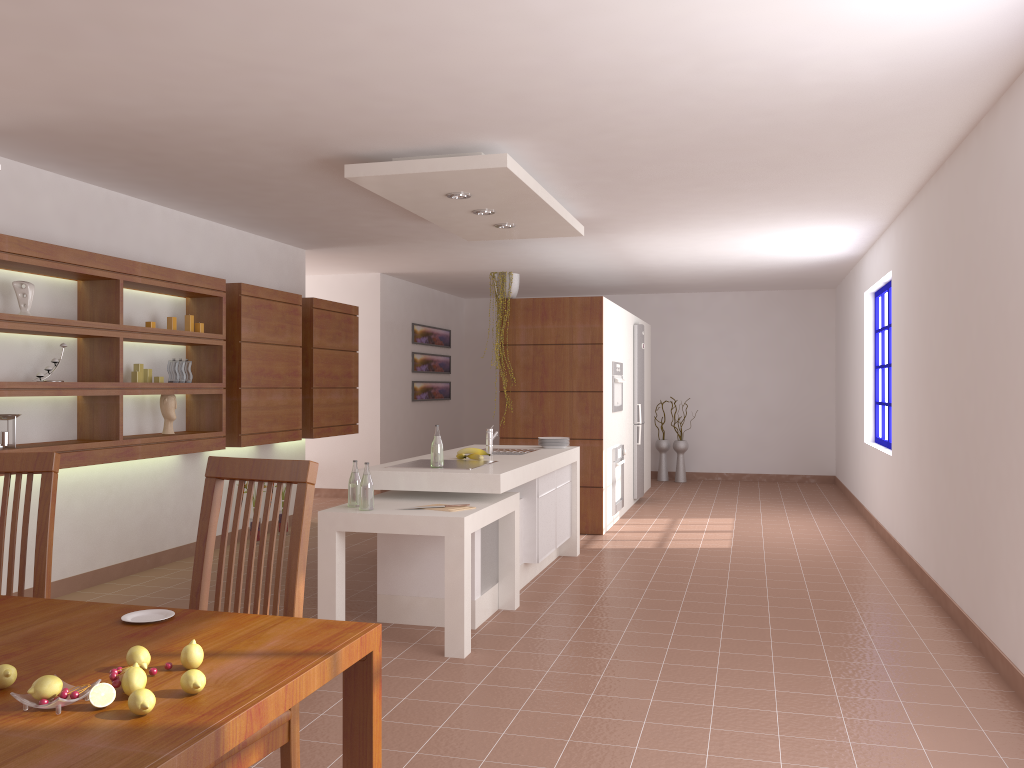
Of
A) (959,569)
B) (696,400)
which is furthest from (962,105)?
(696,400)

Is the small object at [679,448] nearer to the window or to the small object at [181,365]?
the window

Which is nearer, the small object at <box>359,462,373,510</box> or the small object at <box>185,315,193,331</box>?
the small object at <box>359,462,373,510</box>

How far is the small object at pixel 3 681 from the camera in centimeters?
146cm

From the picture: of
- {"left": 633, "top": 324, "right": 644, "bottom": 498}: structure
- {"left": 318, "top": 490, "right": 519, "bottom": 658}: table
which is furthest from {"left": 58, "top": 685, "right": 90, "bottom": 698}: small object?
{"left": 633, "top": 324, "right": 644, "bottom": 498}: structure

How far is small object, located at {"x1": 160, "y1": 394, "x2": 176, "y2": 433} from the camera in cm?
584

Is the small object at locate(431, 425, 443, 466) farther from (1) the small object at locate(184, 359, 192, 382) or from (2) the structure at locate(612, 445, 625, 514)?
(2) the structure at locate(612, 445, 625, 514)

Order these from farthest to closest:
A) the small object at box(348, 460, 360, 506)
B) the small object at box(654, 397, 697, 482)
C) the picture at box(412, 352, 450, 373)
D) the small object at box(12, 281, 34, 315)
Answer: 1. the small object at box(654, 397, 697, 482)
2. the picture at box(412, 352, 450, 373)
3. the small object at box(12, 281, 34, 315)
4. the small object at box(348, 460, 360, 506)

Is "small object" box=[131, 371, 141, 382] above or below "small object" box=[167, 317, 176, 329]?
below

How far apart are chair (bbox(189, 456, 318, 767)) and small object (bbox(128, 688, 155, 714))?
0.6m
